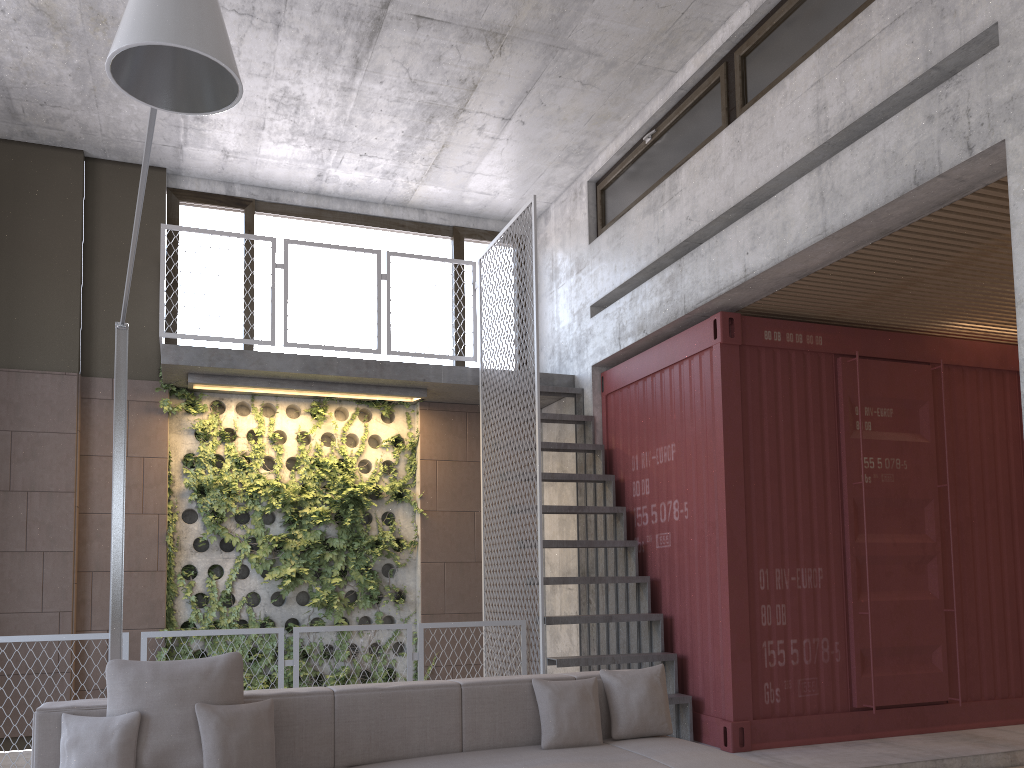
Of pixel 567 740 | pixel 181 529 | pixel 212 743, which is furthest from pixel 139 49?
pixel 181 529

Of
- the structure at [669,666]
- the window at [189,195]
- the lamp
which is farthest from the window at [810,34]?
the lamp

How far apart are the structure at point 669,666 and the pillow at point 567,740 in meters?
1.7

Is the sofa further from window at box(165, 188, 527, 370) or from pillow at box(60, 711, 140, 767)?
window at box(165, 188, 527, 370)

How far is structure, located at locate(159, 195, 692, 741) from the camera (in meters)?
6.45

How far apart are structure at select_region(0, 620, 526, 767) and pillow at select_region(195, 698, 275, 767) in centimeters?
219cm

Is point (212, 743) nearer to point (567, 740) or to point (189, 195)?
point (567, 740)

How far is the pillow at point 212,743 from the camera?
3.5m

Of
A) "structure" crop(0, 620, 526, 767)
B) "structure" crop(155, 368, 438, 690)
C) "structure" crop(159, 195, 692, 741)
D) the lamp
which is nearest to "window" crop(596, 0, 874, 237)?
"structure" crop(159, 195, 692, 741)

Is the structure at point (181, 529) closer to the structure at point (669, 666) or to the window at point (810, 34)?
the structure at point (669, 666)
